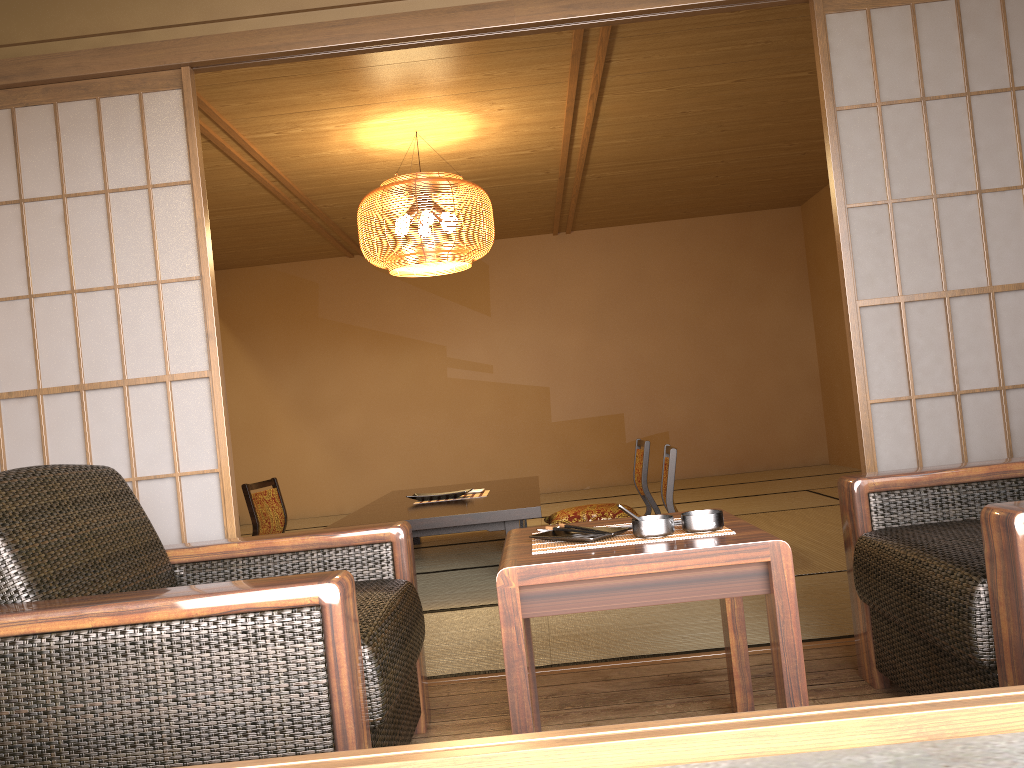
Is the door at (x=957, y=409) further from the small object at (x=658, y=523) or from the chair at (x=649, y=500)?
the chair at (x=649, y=500)

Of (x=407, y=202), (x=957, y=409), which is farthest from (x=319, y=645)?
(x=407, y=202)

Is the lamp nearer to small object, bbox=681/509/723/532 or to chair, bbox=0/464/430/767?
chair, bbox=0/464/430/767

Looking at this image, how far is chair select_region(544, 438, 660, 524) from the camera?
5.3m

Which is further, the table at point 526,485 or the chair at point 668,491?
the table at point 526,485

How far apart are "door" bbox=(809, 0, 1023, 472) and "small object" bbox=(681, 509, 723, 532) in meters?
0.5

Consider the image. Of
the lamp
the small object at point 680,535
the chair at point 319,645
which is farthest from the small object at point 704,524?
the lamp

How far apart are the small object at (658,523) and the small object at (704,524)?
0.0 meters

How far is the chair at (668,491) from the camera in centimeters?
414cm

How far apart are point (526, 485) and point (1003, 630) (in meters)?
3.80
